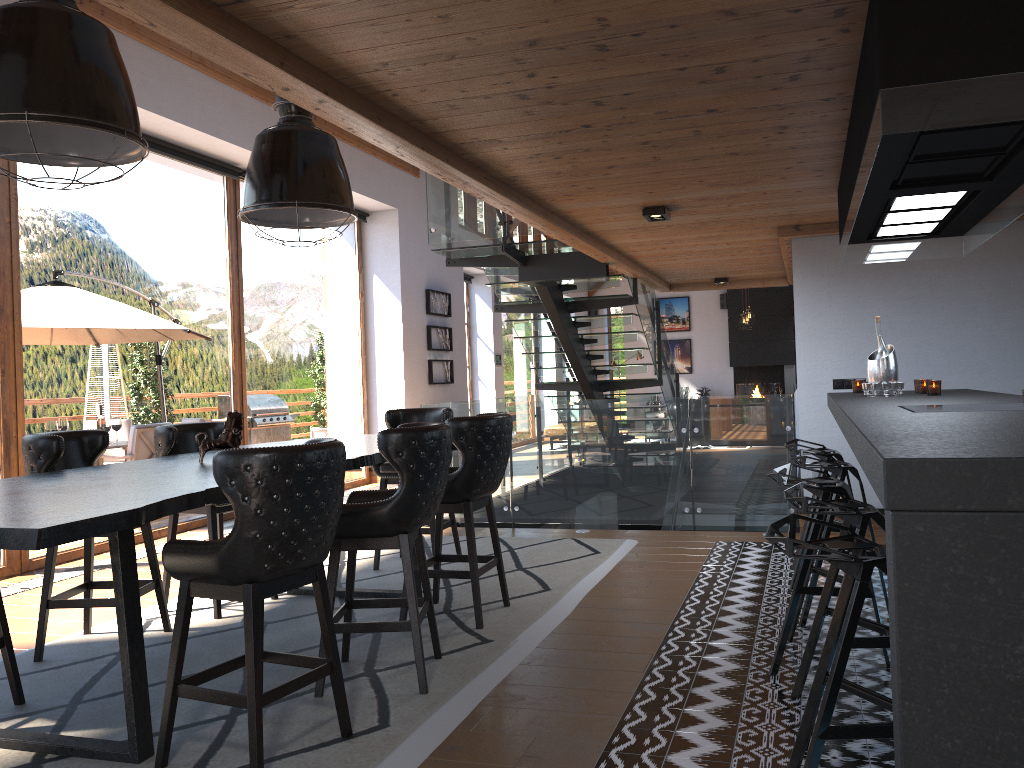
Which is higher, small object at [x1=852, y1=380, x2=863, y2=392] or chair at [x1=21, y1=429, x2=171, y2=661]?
small object at [x1=852, y1=380, x2=863, y2=392]

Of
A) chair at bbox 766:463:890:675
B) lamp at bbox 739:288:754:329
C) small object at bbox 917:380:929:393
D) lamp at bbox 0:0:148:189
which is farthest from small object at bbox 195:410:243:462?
lamp at bbox 739:288:754:329

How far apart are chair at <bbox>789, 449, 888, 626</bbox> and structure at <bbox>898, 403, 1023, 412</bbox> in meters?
1.0

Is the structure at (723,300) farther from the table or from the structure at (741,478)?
the table

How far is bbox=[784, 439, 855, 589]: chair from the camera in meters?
5.1

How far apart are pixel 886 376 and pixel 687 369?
15.9m

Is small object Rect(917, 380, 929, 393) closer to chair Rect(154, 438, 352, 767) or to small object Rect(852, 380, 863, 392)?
small object Rect(852, 380, 863, 392)

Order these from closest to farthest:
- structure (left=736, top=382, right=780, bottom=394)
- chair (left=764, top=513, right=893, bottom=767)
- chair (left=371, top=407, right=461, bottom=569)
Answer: chair (left=764, top=513, right=893, bottom=767), chair (left=371, top=407, right=461, bottom=569), structure (left=736, top=382, right=780, bottom=394)

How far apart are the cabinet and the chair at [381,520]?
1.58m

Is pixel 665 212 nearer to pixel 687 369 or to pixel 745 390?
pixel 745 390
